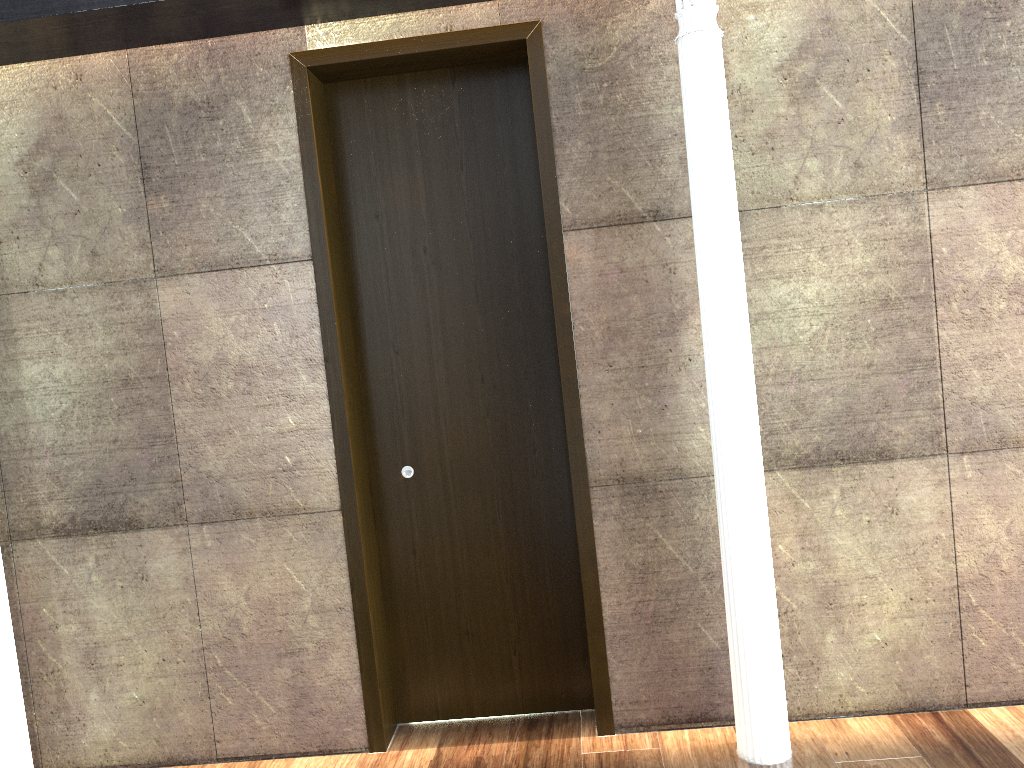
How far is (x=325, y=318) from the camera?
3.51m

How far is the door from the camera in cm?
351

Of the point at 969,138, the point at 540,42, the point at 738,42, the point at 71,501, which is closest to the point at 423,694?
the point at 71,501

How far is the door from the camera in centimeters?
351cm
